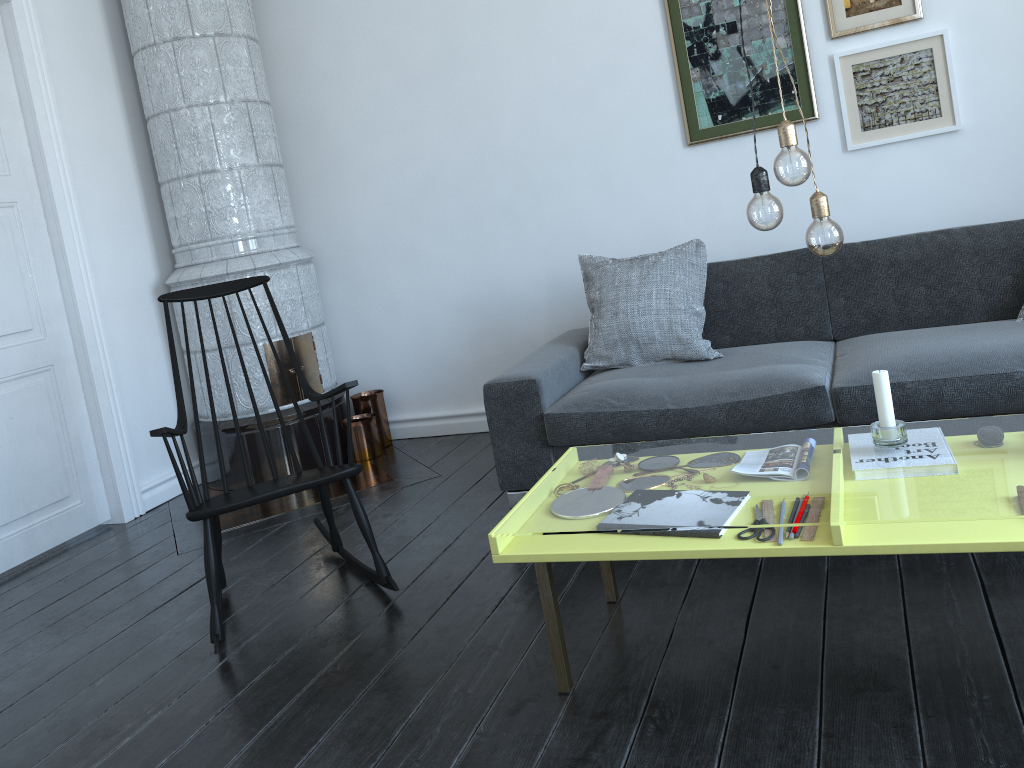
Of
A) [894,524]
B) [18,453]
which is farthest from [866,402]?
[18,453]

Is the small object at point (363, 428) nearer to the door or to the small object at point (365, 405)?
the small object at point (365, 405)

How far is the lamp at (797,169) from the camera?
1.7 meters

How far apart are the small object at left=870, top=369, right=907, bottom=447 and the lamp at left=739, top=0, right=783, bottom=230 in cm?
45

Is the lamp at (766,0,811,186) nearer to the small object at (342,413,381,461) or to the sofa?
the sofa

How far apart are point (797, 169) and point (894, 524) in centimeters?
71cm

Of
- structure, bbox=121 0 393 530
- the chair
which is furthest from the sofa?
structure, bbox=121 0 393 530

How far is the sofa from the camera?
2.7m

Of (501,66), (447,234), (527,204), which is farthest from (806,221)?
(447,234)

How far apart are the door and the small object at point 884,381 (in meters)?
3.32
